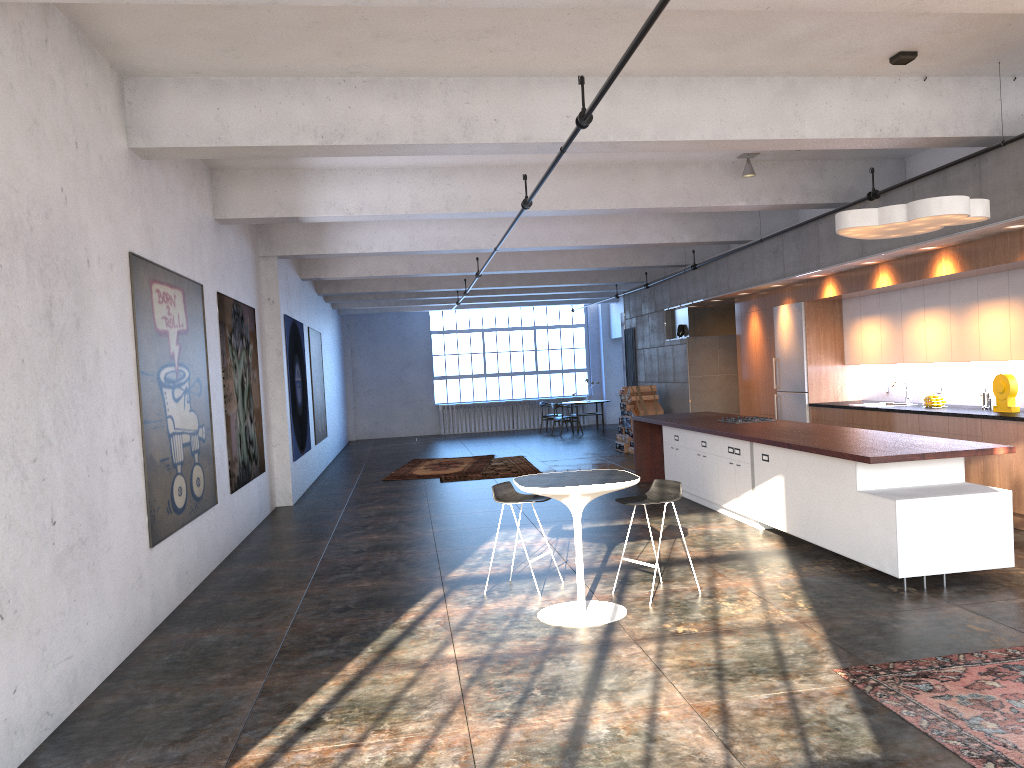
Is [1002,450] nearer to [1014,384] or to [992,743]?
[1014,384]

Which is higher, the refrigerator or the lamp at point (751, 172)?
the lamp at point (751, 172)

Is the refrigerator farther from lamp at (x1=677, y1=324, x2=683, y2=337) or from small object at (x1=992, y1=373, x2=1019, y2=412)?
small object at (x1=992, y1=373, x2=1019, y2=412)

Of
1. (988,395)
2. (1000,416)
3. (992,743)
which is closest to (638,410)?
(988,395)

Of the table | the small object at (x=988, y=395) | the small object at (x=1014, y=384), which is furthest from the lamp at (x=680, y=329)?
the table

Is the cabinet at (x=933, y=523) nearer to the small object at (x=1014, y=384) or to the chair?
the chair

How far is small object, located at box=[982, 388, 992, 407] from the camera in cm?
915

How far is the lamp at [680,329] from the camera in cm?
1601

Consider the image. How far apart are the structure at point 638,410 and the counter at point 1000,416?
5.3m

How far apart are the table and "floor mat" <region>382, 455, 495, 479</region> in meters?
8.9 m
